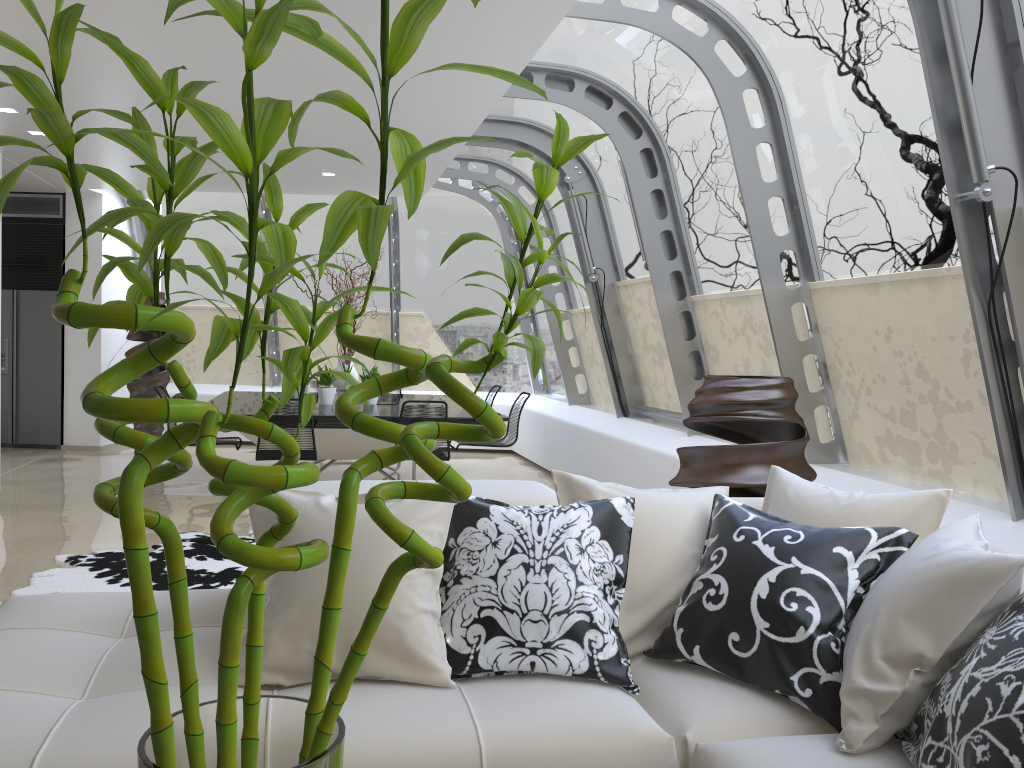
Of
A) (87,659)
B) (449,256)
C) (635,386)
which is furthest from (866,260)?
(449,256)

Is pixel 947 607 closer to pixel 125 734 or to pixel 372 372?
pixel 125 734

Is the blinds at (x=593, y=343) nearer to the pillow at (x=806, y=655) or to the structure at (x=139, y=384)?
the structure at (x=139, y=384)

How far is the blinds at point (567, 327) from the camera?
9.6 meters

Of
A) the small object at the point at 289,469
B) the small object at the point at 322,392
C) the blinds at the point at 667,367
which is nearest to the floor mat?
the small object at the point at 322,392

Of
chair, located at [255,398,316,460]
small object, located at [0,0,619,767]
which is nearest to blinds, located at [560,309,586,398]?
chair, located at [255,398,316,460]

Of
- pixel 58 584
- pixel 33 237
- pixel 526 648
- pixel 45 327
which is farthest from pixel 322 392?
pixel 526 648

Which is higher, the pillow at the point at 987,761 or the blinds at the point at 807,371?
the blinds at the point at 807,371

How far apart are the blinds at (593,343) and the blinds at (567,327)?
0.3 meters

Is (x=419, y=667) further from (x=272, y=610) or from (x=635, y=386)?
(x=635, y=386)
